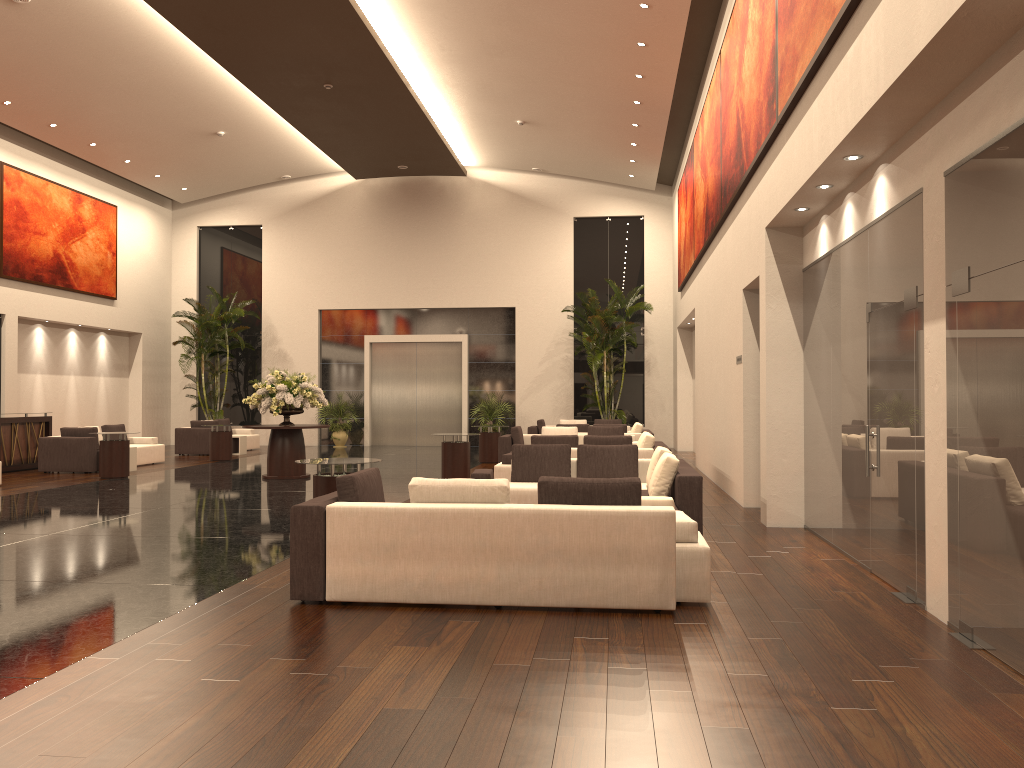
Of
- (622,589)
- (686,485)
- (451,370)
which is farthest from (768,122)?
(451,370)

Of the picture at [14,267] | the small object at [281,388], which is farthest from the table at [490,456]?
the picture at [14,267]

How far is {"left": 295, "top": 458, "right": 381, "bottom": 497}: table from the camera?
8.37m

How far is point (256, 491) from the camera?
13.3m

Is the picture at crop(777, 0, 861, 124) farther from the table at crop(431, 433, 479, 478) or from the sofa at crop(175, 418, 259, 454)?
the sofa at crop(175, 418, 259, 454)

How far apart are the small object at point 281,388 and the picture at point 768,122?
7.5 meters

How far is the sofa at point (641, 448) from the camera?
12.7m

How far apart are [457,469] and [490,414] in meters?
10.1

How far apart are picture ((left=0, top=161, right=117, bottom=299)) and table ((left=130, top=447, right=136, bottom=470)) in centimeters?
572cm

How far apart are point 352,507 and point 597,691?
2.4m
